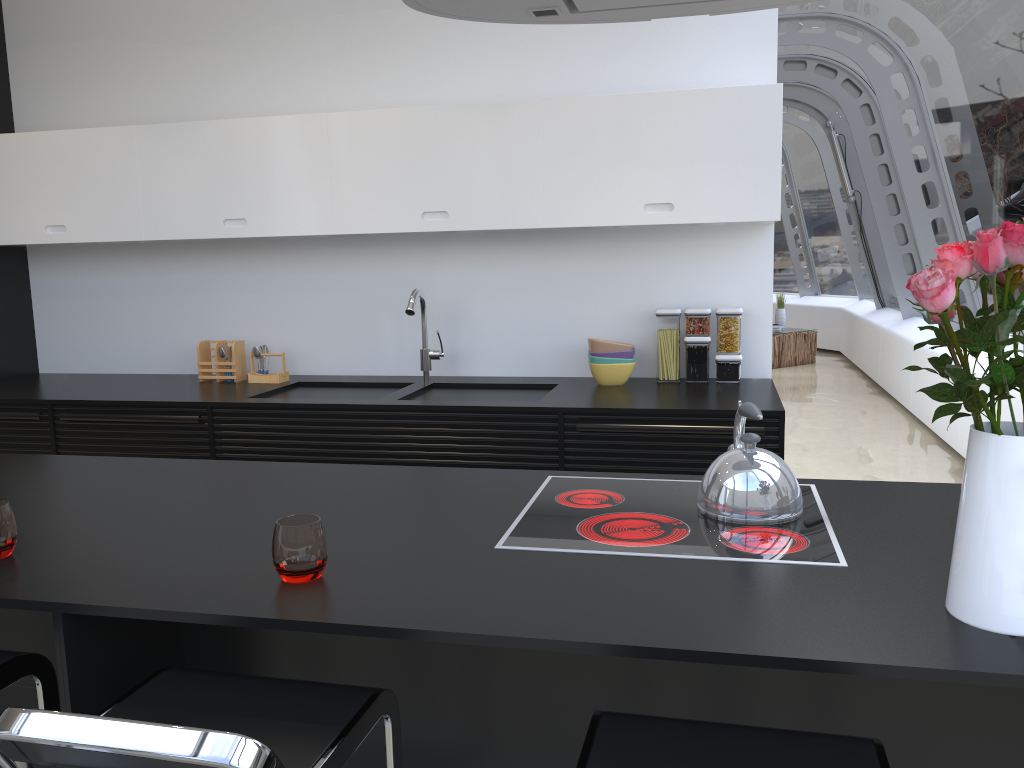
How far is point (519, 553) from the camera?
1.7 meters

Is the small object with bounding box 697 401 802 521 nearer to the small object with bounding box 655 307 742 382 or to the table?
the small object with bounding box 655 307 742 382

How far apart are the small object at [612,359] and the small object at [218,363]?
1.7m

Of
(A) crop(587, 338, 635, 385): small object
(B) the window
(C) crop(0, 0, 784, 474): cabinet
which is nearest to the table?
(B) the window

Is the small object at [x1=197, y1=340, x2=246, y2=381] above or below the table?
above

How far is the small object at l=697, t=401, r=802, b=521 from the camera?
1.8 meters

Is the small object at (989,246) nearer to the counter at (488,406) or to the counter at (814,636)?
the counter at (814,636)

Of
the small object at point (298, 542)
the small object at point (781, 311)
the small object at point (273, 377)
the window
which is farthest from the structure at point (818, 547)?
the small object at point (781, 311)

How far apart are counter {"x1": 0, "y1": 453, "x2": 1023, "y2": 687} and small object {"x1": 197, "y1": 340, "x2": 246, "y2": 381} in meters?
1.5 m

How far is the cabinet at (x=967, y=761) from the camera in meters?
1.5 m
